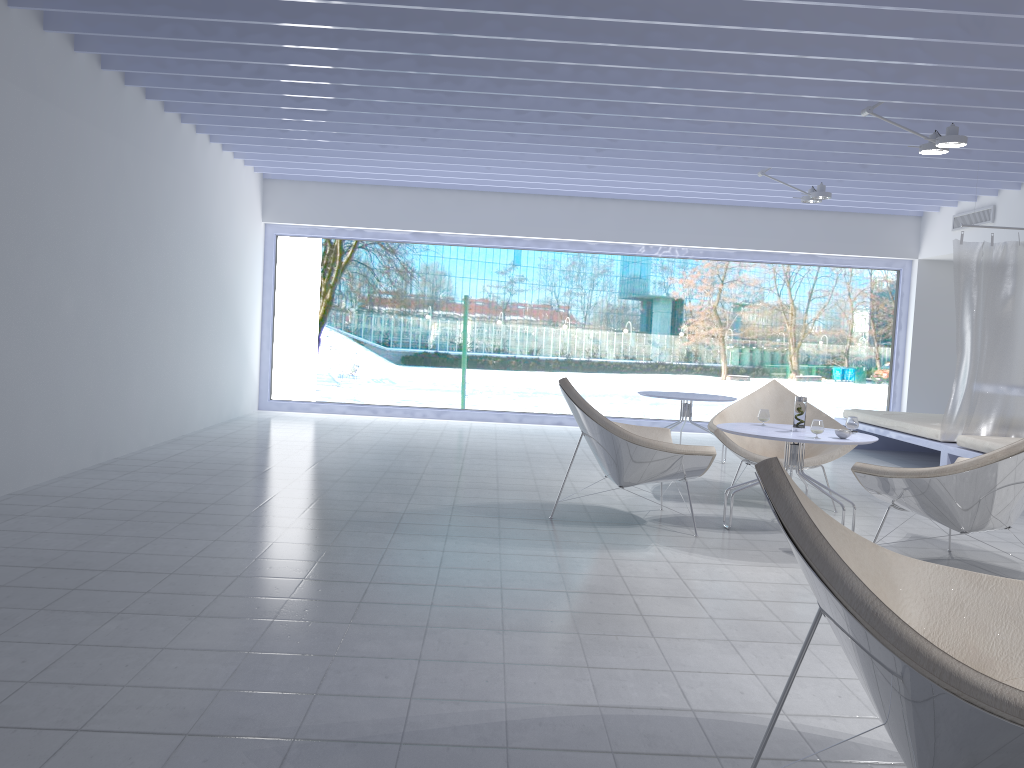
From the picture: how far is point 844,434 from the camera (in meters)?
4.44

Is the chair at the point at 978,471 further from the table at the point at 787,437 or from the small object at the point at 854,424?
the small object at the point at 854,424

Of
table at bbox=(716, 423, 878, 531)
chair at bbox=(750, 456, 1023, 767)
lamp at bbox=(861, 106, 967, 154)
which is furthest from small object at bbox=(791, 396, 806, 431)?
chair at bbox=(750, 456, 1023, 767)

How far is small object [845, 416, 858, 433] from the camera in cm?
476

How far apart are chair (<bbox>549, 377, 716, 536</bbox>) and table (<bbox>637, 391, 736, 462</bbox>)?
1.9m

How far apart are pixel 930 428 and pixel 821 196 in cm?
208

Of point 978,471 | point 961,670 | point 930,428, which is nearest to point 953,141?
point 978,471

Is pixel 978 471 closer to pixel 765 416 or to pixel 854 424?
pixel 854 424

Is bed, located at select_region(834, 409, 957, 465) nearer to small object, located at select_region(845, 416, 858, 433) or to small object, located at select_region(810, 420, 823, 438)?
small object, located at select_region(845, 416, 858, 433)

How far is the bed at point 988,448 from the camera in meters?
6.2 m
